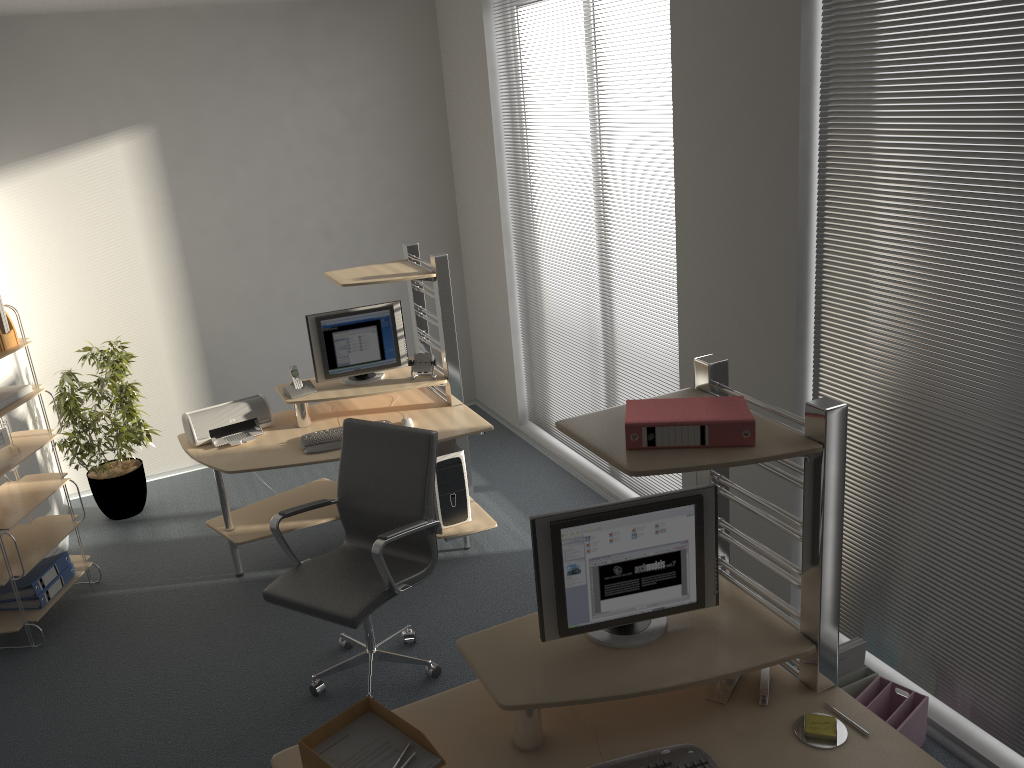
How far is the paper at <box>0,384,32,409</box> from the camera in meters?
4.2

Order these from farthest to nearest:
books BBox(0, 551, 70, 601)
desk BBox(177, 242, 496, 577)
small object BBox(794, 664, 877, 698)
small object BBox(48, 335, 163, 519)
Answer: small object BBox(48, 335, 163, 519) < desk BBox(177, 242, 496, 577) < books BBox(0, 551, 70, 601) < small object BBox(794, 664, 877, 698)

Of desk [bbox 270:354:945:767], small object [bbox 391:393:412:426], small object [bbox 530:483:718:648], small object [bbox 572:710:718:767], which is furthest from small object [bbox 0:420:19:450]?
small object [bbox 572:710:718:767]

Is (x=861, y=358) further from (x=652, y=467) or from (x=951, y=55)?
(x=652, y=467)

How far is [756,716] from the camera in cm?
237

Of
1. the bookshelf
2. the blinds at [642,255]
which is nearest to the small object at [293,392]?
the bookshelf

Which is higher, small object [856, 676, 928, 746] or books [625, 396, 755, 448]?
books [625, 396, 755, 448]

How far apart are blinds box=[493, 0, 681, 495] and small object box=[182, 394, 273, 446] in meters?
1.8

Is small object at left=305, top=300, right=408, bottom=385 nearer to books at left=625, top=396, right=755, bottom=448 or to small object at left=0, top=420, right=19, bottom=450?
small object at left=0, top=420, right=19, bottom=450

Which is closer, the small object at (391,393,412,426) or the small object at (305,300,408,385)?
the small object at (391,393,412,426)
